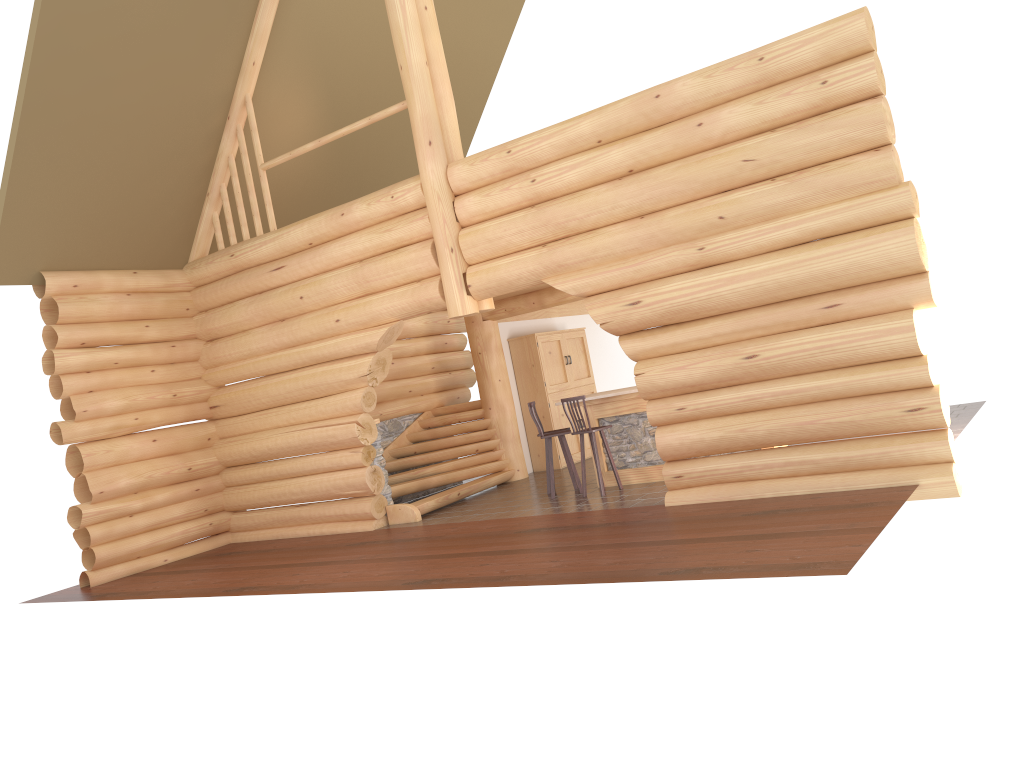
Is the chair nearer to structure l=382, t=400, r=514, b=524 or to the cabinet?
structure l=382, t=400, r=514, b=524

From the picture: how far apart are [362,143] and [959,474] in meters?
11.2 m

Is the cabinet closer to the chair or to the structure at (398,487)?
the structure at (398,487)

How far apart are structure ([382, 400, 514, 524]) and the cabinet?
0.86m

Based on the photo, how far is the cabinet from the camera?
15.5m

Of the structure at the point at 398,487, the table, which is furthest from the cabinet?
the table

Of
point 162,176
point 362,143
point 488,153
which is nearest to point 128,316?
point 162,176

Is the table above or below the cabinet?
below

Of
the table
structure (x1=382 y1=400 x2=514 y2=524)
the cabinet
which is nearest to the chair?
the table

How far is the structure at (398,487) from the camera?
13.1m
